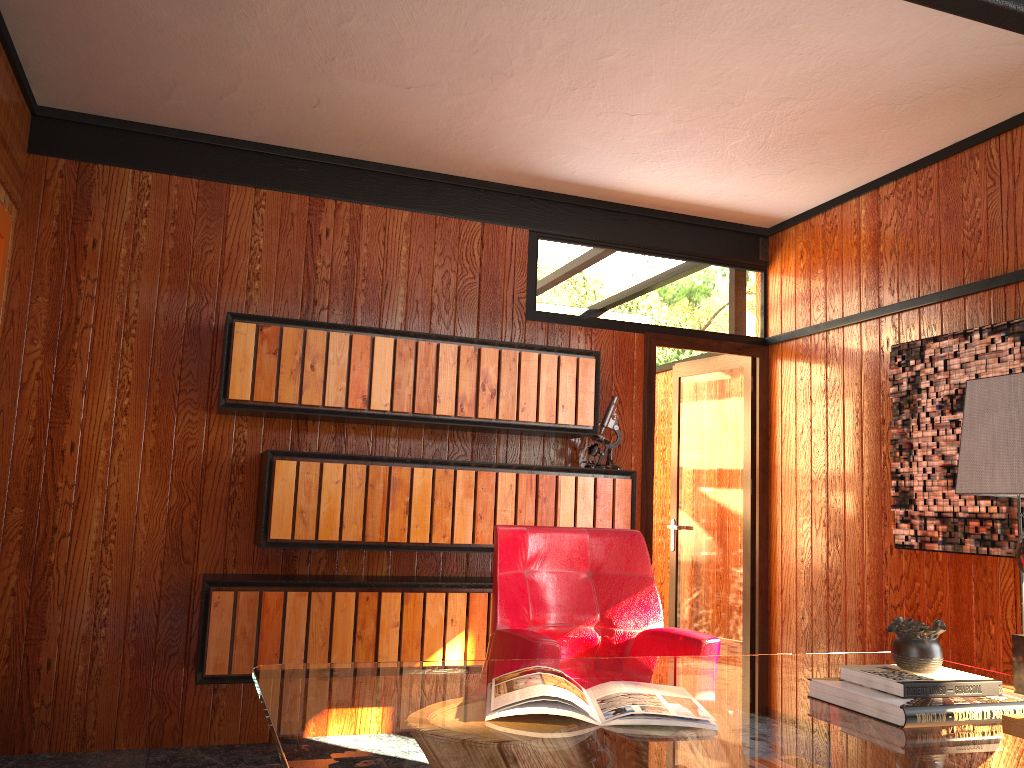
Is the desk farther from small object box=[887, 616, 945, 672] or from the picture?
the picture

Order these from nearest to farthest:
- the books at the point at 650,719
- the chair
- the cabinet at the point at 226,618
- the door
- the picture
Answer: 1. the books at the point at 650,719
2. the chair
3. the picture
4. the cabinet at the point at 226,618
5. the door

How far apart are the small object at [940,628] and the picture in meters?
1.5

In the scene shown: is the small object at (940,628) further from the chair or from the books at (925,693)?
the chair

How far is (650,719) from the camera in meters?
1.6 m

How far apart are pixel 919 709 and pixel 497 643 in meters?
1.3 m

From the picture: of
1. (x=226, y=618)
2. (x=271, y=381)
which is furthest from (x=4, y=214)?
(x=226, y=618)

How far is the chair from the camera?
2.7 meters

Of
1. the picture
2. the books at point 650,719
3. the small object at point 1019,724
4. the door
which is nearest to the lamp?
the small object at point 1019,724

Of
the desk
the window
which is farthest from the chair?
the window
